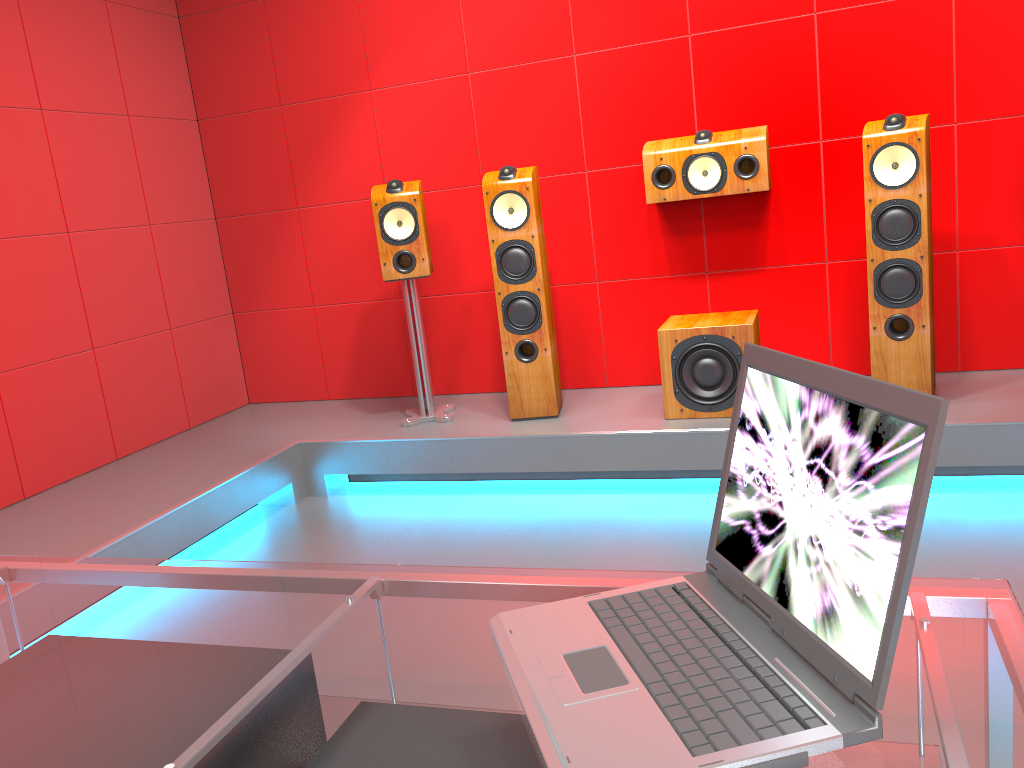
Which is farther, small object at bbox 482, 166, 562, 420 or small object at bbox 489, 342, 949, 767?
small object at bbox 482, 166, 562, 420

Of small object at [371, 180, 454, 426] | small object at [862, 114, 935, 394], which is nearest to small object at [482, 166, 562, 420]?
small object at [371, 180, 454, 426]

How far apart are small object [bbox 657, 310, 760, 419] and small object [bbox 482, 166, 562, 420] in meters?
0.5

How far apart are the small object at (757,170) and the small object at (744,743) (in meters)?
2.75

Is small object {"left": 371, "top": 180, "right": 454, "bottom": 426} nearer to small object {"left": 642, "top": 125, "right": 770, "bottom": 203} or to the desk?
small object {"left": 642, "top": 125, "right": 770, "bottom": 203}

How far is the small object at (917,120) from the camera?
3.10m

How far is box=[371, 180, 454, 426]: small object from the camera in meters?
3.7

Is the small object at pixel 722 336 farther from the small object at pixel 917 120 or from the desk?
the desk

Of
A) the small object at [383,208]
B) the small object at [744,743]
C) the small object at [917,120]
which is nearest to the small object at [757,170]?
the small object at [917,120]

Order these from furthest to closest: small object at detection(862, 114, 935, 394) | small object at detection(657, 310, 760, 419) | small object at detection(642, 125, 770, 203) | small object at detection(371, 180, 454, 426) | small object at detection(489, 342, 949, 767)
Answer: small object at detection(371, 180, 454, 426), small object at detection(642, 125, 770, 203), small object at detection(657, 310, 760, 419), small object at detection(862, 114, 935, 394), small object at detection(489, 342, 949, 767)
